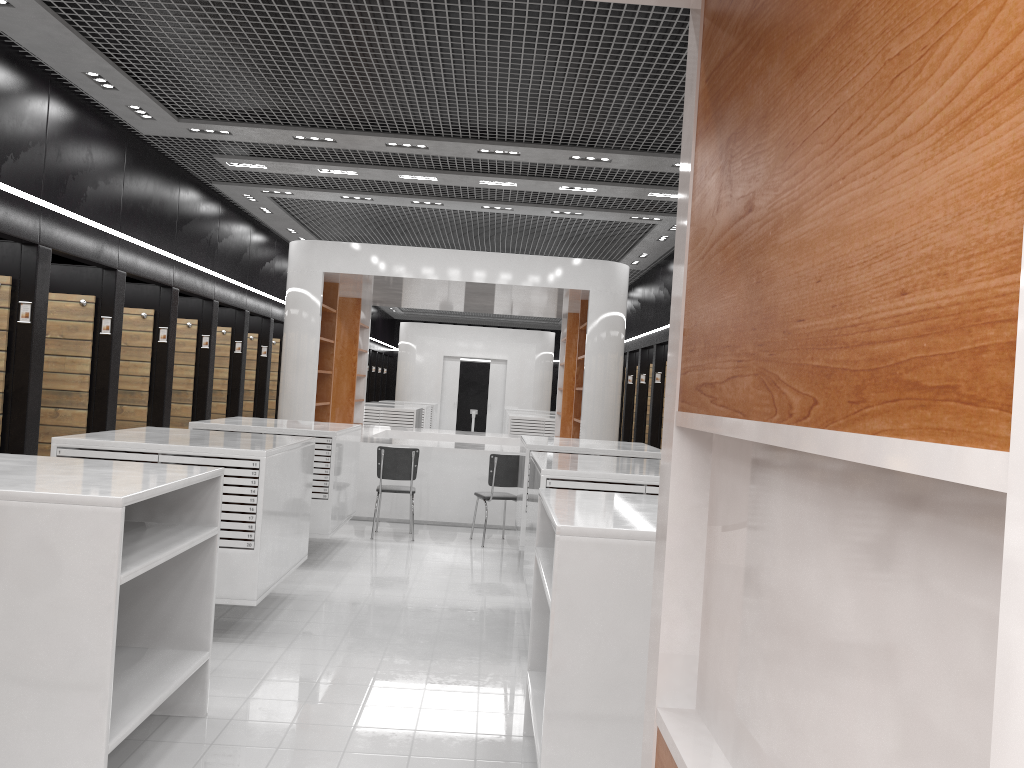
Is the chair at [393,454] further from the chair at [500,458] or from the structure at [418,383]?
the structure at [418,383]

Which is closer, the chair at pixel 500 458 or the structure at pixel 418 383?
the chair at pixel 500 458

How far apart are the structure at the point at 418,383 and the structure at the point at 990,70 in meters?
22.1 m

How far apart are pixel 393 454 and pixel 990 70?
8.98m

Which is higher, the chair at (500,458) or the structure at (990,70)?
the structure at (990,70)

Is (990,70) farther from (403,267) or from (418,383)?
(418,383)

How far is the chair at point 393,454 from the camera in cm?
943

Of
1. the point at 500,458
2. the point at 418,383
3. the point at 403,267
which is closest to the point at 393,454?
the point at 500,458

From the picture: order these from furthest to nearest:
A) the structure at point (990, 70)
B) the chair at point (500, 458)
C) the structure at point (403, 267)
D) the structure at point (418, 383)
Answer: the structure at point (418, 383), the structure at point (403, 267), the chair at point (500, 458), the structure at point (990, 70)

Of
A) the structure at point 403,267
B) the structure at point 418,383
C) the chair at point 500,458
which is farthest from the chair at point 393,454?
the structure at point 418,383
